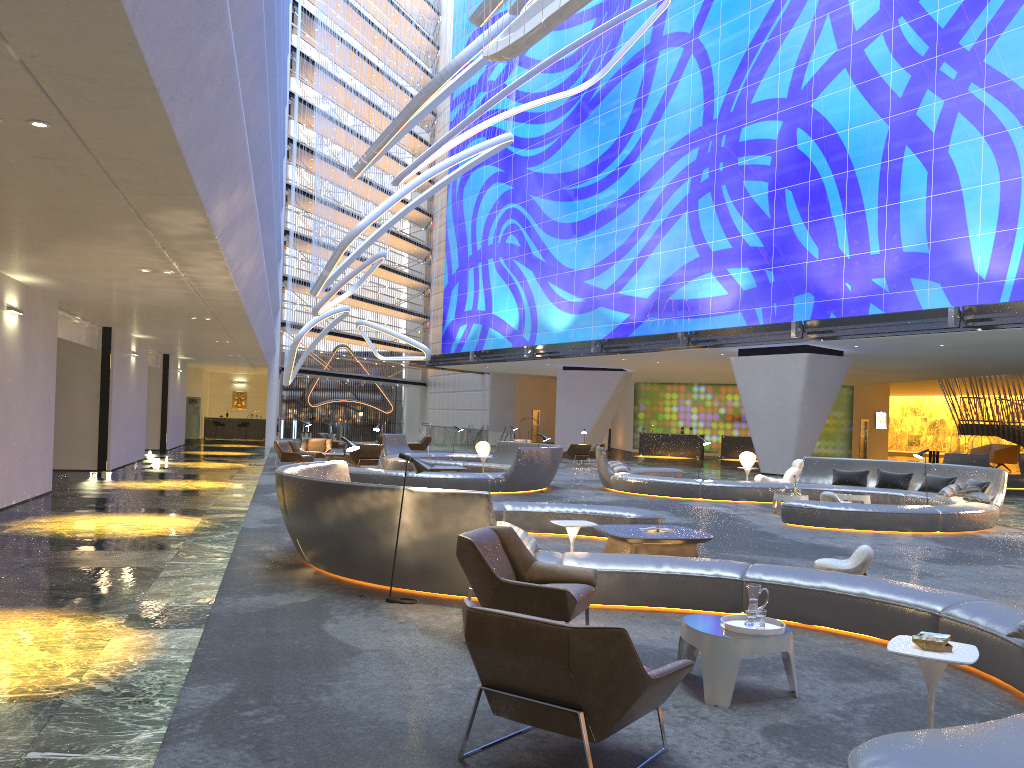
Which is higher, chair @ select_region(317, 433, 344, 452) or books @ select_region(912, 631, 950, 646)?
books @ select_region(912, 631, 950, 646)

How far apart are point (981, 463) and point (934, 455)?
17.0m

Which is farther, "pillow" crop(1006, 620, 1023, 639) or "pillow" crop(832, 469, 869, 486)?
"pillow" crop(832, 469, 869, 486)

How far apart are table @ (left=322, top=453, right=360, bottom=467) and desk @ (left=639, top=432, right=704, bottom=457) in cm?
2097

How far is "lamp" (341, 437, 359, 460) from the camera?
11.4 meters

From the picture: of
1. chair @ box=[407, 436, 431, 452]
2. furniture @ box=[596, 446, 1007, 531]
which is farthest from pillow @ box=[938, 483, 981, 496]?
chair @ box=[407, 436, 431, 452]

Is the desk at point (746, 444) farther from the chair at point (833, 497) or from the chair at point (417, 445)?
the chair at point (833, 497)

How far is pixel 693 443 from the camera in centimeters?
4176cm

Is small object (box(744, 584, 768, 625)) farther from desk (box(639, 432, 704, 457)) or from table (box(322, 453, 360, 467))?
desk (box(639, 432, 704, 457))

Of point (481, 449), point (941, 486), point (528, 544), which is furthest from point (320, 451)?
point (528, 544)
